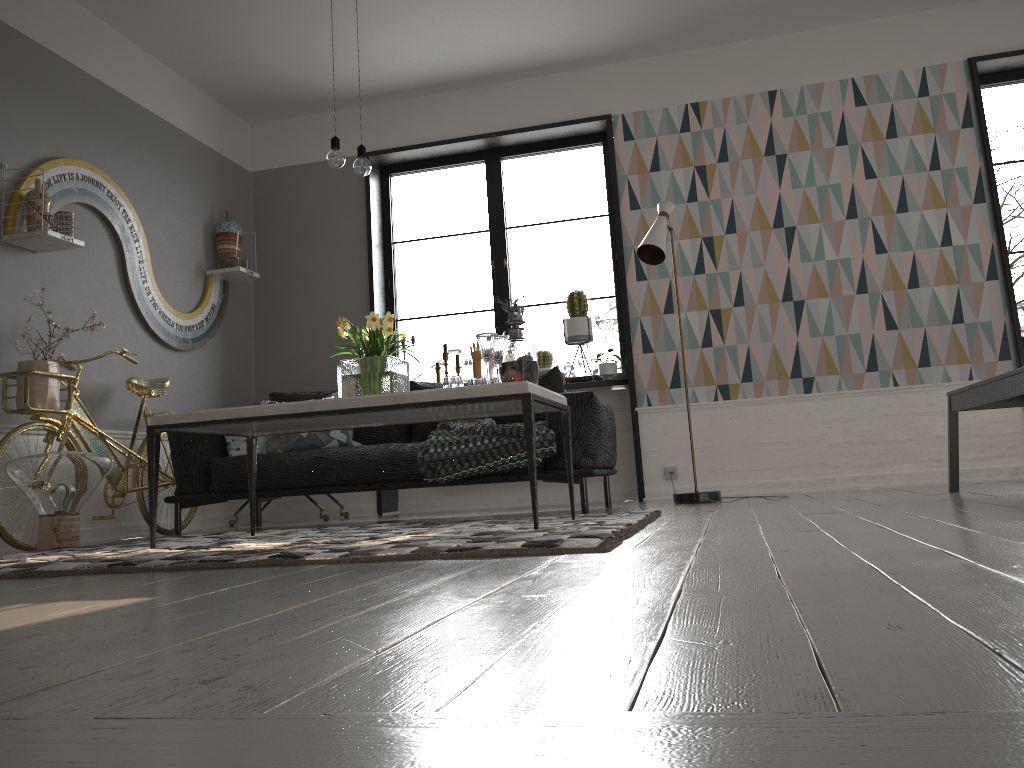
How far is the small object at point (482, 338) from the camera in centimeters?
331cm

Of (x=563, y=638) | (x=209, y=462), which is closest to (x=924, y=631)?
(x=563, y=638)

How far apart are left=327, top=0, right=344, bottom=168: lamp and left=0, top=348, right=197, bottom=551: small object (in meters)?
1.79

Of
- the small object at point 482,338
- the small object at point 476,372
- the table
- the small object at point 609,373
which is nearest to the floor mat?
the table

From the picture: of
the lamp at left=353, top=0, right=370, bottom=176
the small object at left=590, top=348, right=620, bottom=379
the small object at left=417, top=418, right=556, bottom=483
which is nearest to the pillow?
the small object at left=417, top=418, right=556, bottom=483

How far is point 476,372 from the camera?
6.15m

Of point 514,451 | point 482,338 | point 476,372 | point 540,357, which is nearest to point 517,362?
point 482,338

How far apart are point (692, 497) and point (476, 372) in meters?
2.0 m

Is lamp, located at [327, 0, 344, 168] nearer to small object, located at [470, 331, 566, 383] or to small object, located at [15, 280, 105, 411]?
small object, located at [15, 280, 105, 411]

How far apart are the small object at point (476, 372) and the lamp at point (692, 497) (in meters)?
1.45
